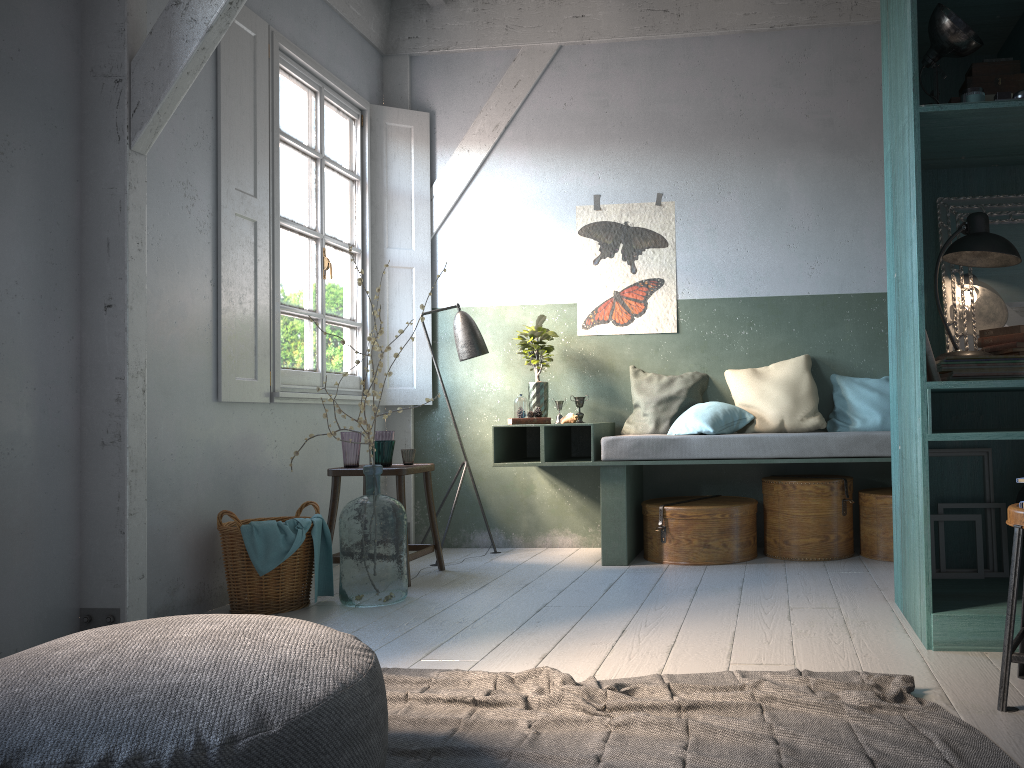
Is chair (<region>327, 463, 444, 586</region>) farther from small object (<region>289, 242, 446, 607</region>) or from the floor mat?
the floor mat

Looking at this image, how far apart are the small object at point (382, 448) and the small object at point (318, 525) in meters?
0.6 m

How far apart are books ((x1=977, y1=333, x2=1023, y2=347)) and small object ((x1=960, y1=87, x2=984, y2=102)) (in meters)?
0.98

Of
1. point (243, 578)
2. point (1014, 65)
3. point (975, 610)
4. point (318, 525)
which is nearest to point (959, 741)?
point (975, 610)

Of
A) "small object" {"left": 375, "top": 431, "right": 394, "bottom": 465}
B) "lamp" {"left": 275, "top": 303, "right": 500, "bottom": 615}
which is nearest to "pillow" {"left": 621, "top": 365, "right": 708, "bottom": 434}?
"lamp" {"left": 275, "top": 303, "right": 500, "bottom": 615}

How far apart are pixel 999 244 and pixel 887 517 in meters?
2.2

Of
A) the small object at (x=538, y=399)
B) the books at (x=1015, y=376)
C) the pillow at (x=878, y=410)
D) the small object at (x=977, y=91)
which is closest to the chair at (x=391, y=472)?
the small object at (x=538, y=399)

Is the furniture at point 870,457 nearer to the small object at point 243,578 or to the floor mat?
the small object at point 243,578

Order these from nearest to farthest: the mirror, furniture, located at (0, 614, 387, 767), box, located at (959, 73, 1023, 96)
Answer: furniture, located at (0, 614, 387, 767)
box, located at (959, 73, 1023, 96)
the mirror

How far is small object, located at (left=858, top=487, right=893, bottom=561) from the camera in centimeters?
535cm
